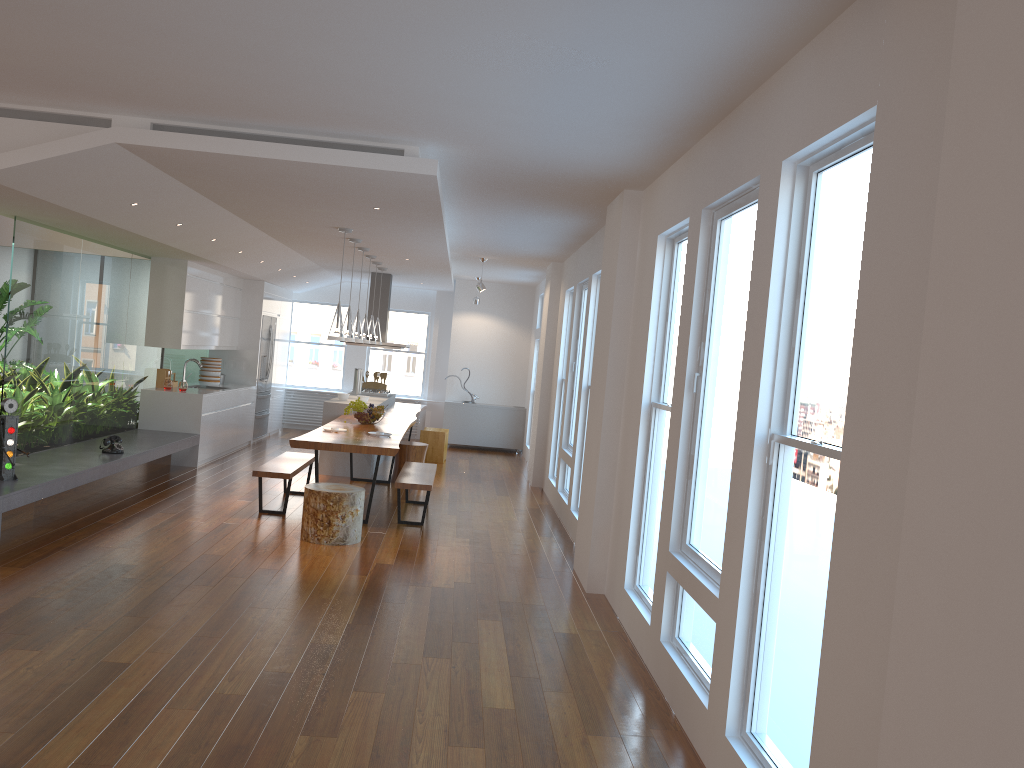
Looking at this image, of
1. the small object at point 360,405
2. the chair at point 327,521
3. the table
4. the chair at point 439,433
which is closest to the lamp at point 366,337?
the table

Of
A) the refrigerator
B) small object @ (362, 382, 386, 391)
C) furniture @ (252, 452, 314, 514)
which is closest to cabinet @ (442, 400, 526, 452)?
small object @ (362, 382, 386, 391)

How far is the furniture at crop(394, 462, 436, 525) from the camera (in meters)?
7.53

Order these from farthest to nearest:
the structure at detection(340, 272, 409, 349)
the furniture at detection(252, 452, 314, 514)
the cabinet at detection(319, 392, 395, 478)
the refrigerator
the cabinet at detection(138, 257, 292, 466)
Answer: the refrigerator → the structure at detection(340, 272, 409, 349) → the cabinet at detection(319, 392, 395, 478) → the cabinet at detection(138, 257, 292, 466) → the furniture at detection(252, 452, 314, 514)

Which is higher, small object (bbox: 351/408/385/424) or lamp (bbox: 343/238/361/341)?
lamp (bbox: 343/238/361/341)

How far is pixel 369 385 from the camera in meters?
12.9 m

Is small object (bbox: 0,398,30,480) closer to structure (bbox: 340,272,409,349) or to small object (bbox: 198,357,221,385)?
small object (bbox: 198,357,221,385)

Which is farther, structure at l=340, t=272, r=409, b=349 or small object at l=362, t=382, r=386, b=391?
small object at l=362, t=382, r=386, b=391

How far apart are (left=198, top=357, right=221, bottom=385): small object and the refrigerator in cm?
95

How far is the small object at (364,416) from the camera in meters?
9.0
